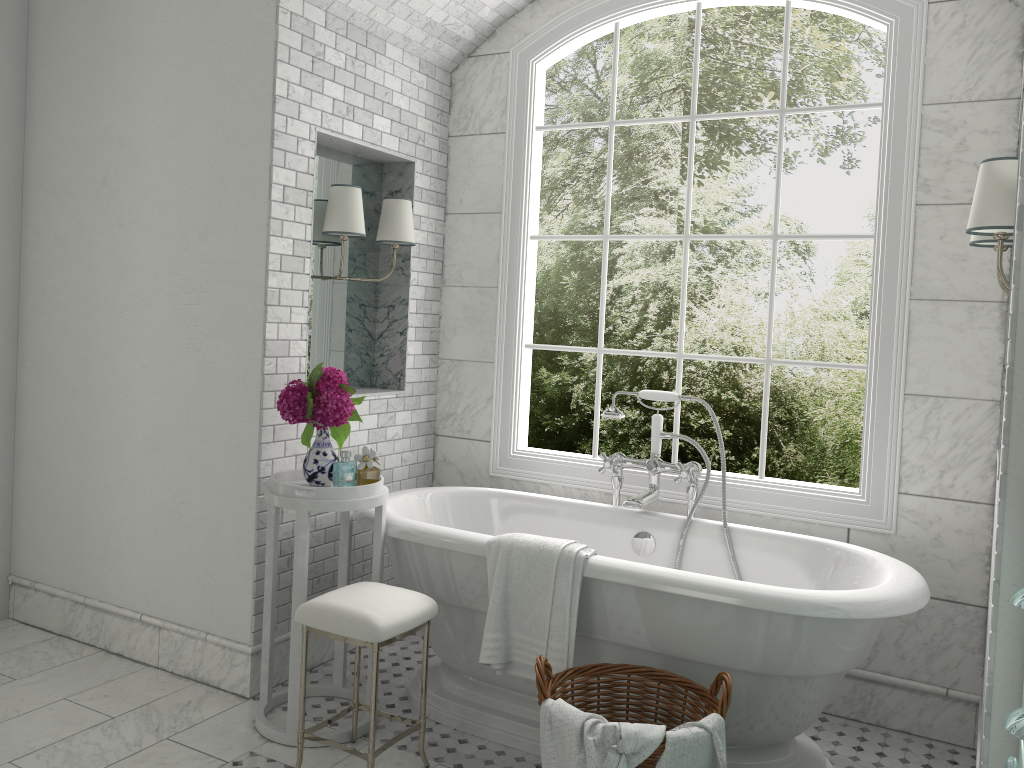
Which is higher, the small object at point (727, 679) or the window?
the window

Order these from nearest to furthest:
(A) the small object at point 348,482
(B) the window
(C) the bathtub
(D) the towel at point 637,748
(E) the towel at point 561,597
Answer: (D) the towel at point 637,748
(C) the bathtub
(E) the towel at point 561,597
(A) the small object at point 348,482
(B) the window

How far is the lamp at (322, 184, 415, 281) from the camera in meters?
3.6 m

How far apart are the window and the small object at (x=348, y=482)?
0.8 meters

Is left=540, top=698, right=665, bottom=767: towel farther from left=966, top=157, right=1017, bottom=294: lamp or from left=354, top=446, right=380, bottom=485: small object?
left=966, top=157, right=1017, bottom=294: lamp

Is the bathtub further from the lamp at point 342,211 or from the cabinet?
the lamp at point 342,211

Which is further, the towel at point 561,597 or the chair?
the towel at point 561,597

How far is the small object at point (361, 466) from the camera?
3.3m

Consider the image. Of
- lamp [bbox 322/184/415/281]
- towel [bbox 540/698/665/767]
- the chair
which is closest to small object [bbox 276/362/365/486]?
the chair

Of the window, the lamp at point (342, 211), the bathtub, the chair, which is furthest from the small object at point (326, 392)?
the window
